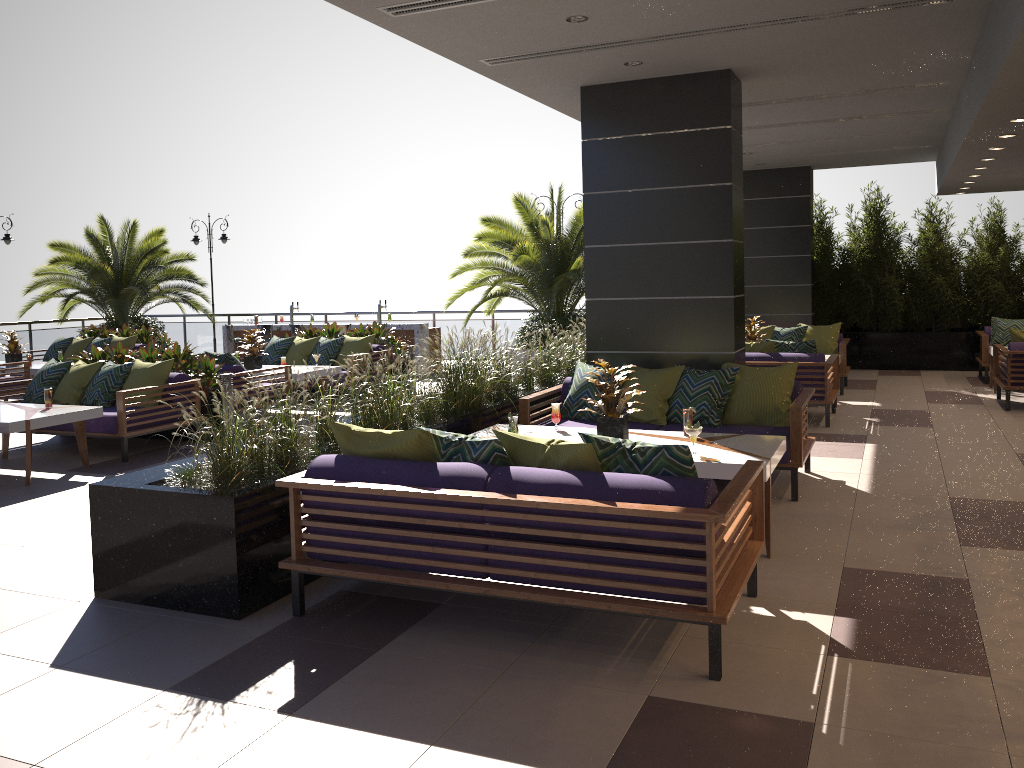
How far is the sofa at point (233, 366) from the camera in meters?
9.8

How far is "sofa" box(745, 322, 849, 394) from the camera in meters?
12.0

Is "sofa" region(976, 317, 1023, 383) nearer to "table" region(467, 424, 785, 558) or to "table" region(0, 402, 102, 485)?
"table" region(467, 424, 785, 558)

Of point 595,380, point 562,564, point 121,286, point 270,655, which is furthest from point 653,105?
point 121,286

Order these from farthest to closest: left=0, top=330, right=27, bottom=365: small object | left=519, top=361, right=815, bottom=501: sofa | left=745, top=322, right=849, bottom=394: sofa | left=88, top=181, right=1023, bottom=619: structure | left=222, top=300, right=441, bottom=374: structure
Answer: left=222, top=300, right=441, bottom=374: structure
left=0, top=330, right=27, bottom=365: small object
left=745, top=322, right=849, bottom=394: sofa
left=519, top=361, right=815, bottom=501: sofa
left=88, top=181, right=1023, bottom=619: structure

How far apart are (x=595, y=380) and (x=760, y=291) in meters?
9.3 m

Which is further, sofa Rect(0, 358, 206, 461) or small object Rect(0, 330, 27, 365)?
small object Rect(0, 330, 27, 365)

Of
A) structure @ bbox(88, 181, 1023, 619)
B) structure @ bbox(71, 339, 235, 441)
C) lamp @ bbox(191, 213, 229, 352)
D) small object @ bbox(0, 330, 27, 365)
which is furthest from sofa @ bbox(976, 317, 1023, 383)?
lamp @ bbox(191, 213, 229, 352)

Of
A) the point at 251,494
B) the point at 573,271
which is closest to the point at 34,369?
the point at 573,271

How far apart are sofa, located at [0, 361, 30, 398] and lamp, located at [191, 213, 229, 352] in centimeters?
765cm
